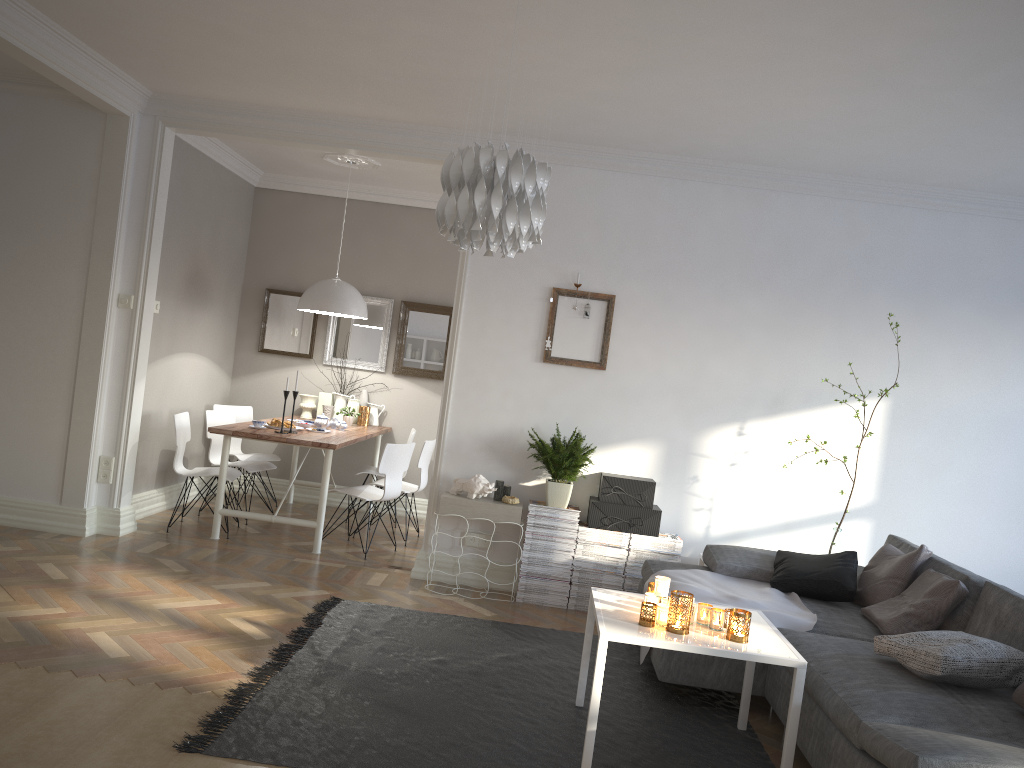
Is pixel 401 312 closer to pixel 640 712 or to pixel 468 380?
pixel 468 380

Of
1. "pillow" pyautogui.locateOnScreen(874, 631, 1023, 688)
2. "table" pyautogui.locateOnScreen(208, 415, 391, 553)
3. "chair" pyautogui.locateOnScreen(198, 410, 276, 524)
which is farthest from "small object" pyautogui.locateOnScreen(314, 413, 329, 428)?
"pillow" pyautogui.locateOnScreen(874, 631, 1023, 688)

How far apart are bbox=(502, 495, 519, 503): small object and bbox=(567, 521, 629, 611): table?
0.4 meters

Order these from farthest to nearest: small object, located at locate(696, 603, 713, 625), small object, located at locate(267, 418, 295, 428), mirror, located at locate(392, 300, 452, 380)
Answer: mirror, located at locate(392, 300, 452, 380) < small object, located at locate(267, 418, 295, 428) < small object, located at locate(696, 603, 713, 625)

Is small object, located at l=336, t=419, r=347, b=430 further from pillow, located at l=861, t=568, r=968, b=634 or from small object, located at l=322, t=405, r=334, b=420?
pillow, located at l=861, t=568, r=968, b=634

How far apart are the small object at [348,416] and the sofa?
3.27m

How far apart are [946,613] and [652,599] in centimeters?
141cm

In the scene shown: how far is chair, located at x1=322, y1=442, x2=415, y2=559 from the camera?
5.91m

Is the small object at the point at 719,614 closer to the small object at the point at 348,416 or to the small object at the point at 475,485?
the small object at the point at 475,485

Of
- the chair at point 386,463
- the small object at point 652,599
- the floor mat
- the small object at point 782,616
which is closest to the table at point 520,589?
the floor mat
